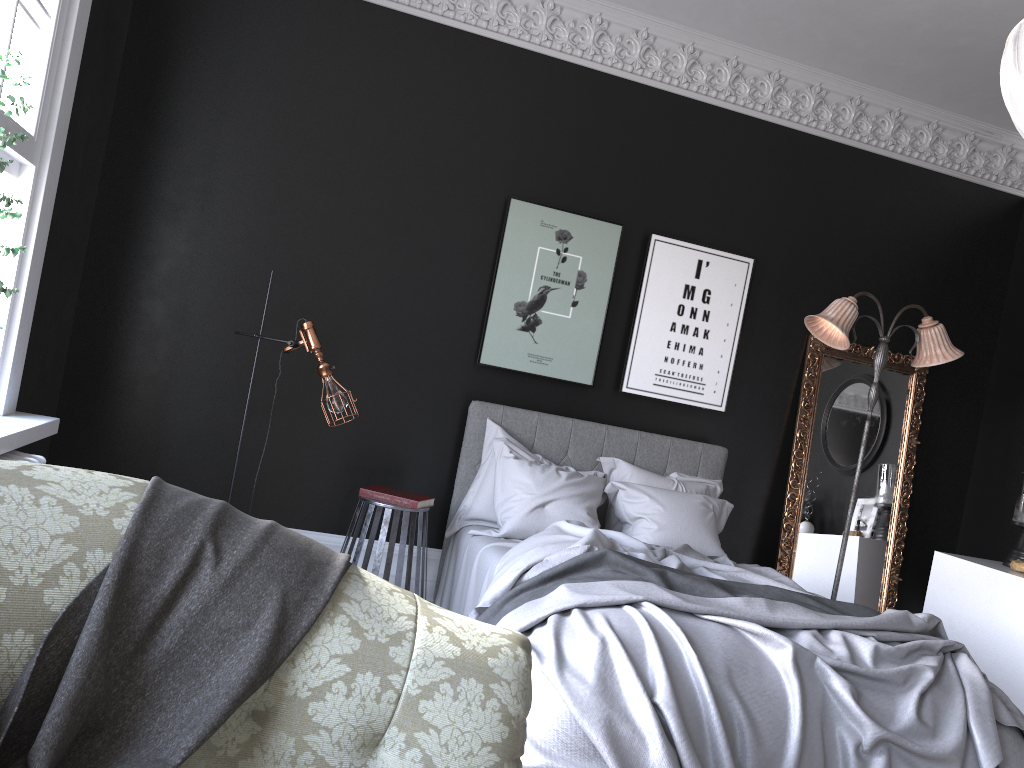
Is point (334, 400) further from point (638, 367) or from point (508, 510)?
point (638, 367)

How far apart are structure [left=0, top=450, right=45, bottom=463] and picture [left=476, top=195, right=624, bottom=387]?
2.8m

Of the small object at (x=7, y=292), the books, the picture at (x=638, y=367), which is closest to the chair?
the books

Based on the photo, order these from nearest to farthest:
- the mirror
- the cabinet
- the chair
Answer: the chair → the cabinet → the mirror

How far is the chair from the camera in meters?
4.7 m

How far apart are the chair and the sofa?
3.1m

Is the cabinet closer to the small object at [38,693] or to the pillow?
the pillow

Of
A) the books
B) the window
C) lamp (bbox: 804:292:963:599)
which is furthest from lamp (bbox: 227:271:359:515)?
lamp (bbox: 804:292:963:599)

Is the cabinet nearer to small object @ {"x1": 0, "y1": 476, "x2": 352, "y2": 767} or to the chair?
the chair

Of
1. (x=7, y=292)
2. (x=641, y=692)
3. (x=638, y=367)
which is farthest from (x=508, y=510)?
(x=7, y=292)
